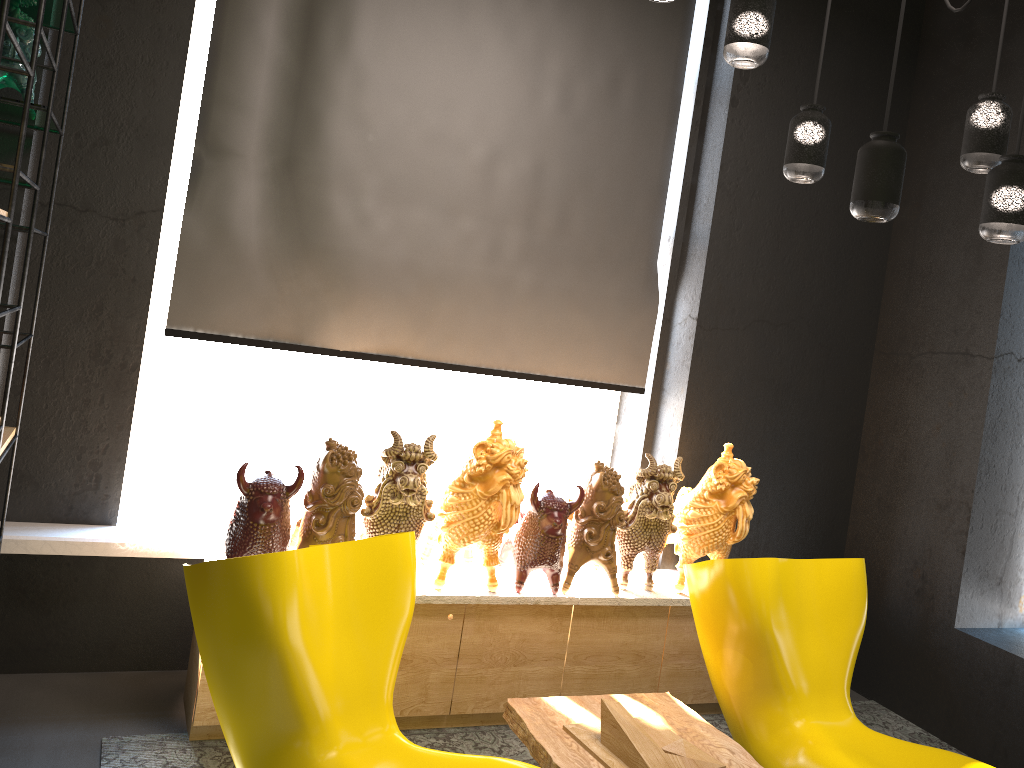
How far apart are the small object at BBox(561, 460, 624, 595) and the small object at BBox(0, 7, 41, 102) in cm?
230

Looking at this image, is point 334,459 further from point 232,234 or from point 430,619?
point 232,234

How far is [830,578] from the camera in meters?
3.2

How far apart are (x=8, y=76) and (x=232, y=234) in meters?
1.0

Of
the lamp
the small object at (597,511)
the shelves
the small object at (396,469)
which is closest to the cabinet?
the small object at (597,511)

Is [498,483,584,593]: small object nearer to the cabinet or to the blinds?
the cabinet

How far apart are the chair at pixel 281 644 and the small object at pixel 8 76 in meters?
1.4 m

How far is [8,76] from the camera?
2.51m

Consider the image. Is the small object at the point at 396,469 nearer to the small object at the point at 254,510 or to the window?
the small object at the point at 254,510

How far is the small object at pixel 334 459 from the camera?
3.04m
